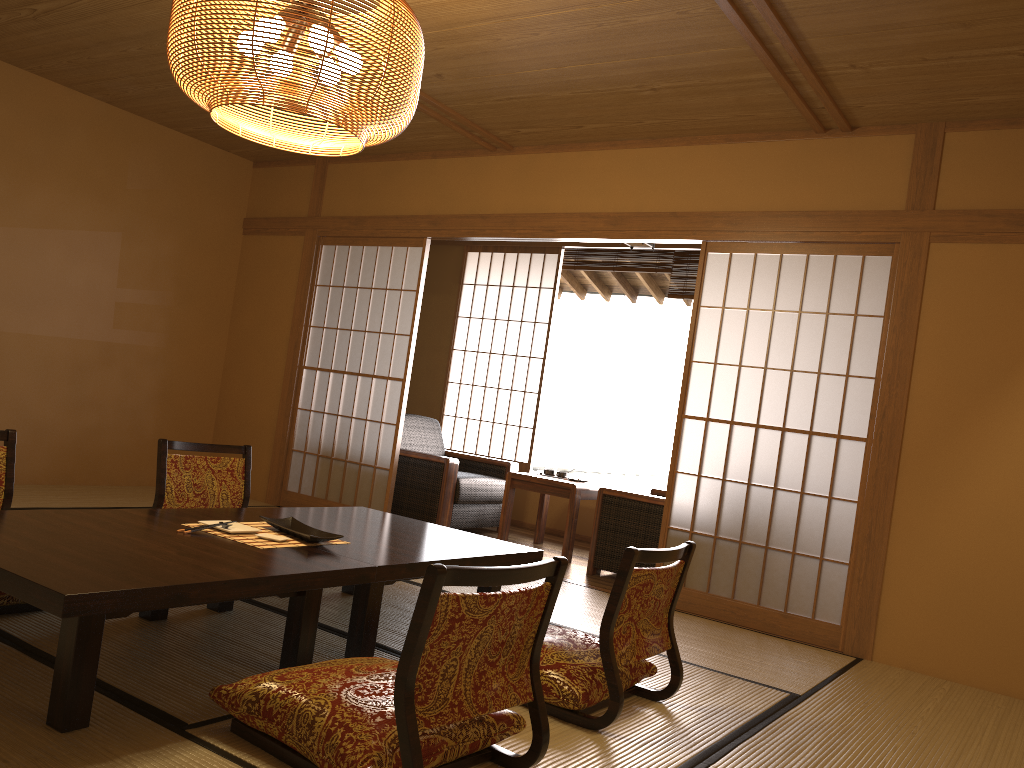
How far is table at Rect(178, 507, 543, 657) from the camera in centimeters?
287cm

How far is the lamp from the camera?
2.5 meters

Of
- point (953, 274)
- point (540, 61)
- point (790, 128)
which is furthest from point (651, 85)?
point (953, 274)

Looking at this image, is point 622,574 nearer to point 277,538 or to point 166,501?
point 277,538

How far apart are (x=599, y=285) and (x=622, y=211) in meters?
3.7 m

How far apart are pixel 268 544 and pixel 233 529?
0.2 meters

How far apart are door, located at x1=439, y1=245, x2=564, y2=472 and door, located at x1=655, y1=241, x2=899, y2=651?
1.2 meters

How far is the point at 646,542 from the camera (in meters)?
5.07

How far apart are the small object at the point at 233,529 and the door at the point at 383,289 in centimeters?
272cm

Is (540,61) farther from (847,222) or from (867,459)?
(867,459)
